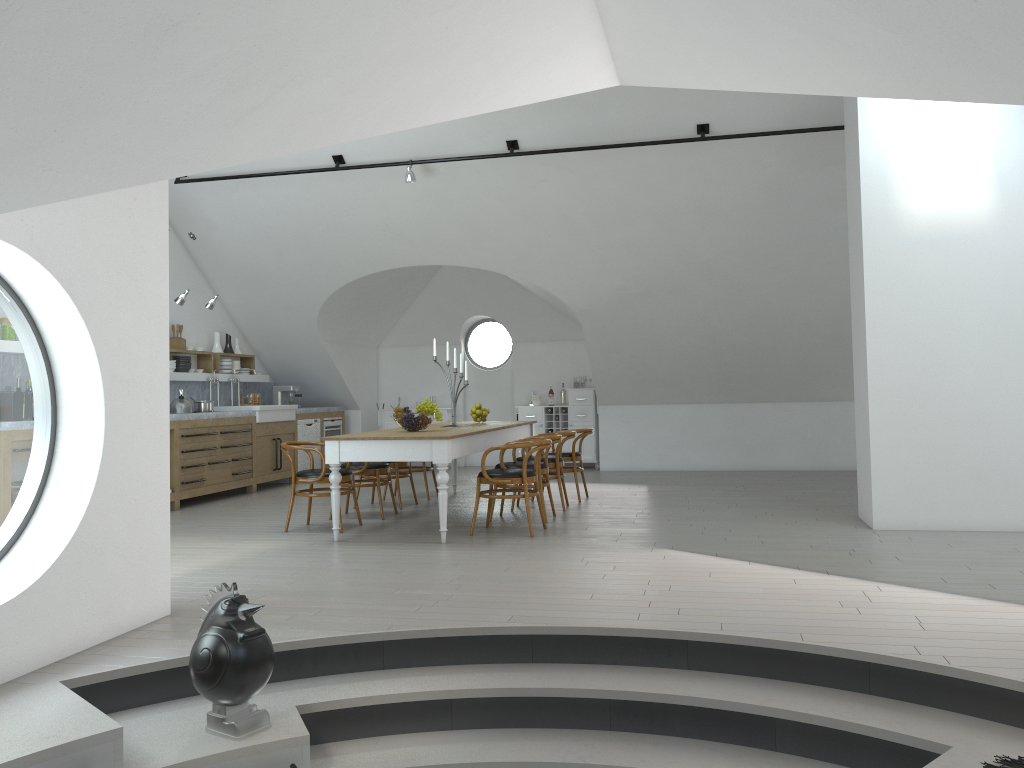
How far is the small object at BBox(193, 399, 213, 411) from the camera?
9.87m

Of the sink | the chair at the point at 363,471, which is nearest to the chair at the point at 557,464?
the chair at the point at 363,471

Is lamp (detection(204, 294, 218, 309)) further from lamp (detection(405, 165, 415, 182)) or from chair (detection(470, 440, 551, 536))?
chair (detection(470, 440, 551, 536))

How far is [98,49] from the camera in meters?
2.5 m

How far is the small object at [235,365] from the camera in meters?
11.5

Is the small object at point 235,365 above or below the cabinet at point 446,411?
above

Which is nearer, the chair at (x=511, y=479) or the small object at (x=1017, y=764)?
the small object at (x=1017, y=764)

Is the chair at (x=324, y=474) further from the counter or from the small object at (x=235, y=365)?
the small object at (x=235, y=365)

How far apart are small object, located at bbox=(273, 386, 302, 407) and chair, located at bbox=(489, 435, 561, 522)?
5.5m

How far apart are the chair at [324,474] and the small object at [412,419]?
0.6m
